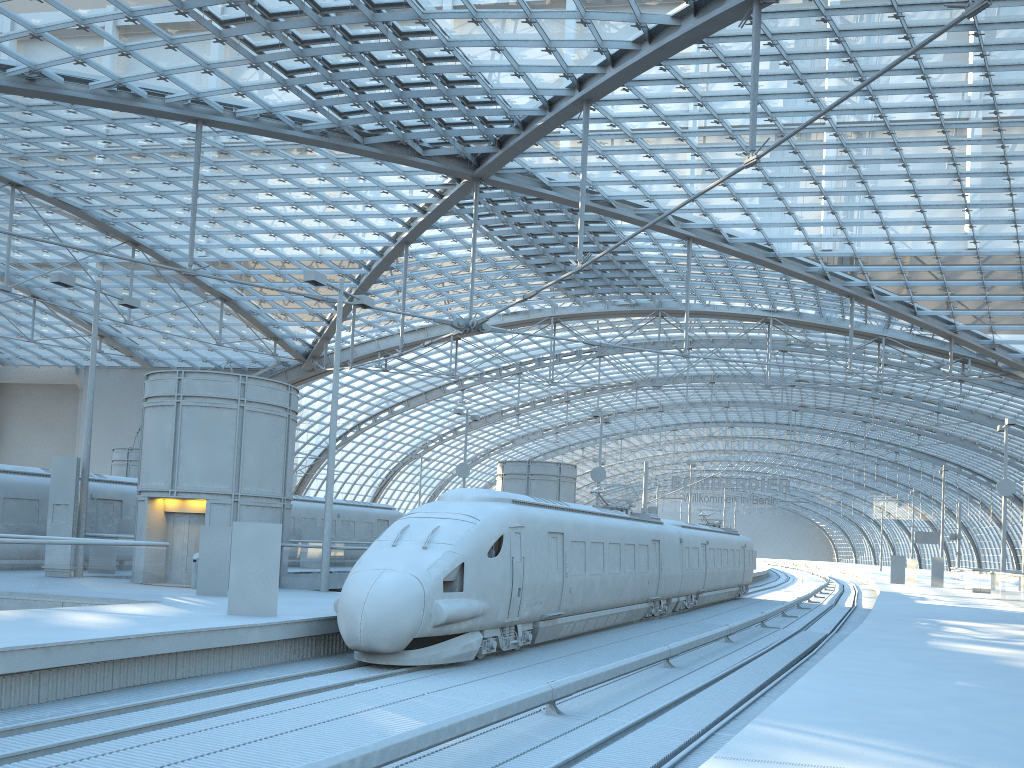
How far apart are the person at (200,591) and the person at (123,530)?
9.2m

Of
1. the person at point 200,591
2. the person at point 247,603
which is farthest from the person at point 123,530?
the person at point 247,603

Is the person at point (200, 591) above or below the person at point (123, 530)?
below

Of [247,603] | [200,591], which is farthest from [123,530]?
[247,603]

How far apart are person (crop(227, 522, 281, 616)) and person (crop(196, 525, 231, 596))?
4.3 meters

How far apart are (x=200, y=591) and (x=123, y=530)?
9.42m

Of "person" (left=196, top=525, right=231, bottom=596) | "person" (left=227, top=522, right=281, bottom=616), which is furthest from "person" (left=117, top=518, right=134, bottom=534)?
"person" (left=227, top=522, right=281, bottom=616)

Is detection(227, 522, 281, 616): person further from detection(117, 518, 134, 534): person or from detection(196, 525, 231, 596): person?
detection(117, 518, 134, 534): person

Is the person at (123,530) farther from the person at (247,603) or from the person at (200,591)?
the person at (247,603)

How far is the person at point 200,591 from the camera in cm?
1935
